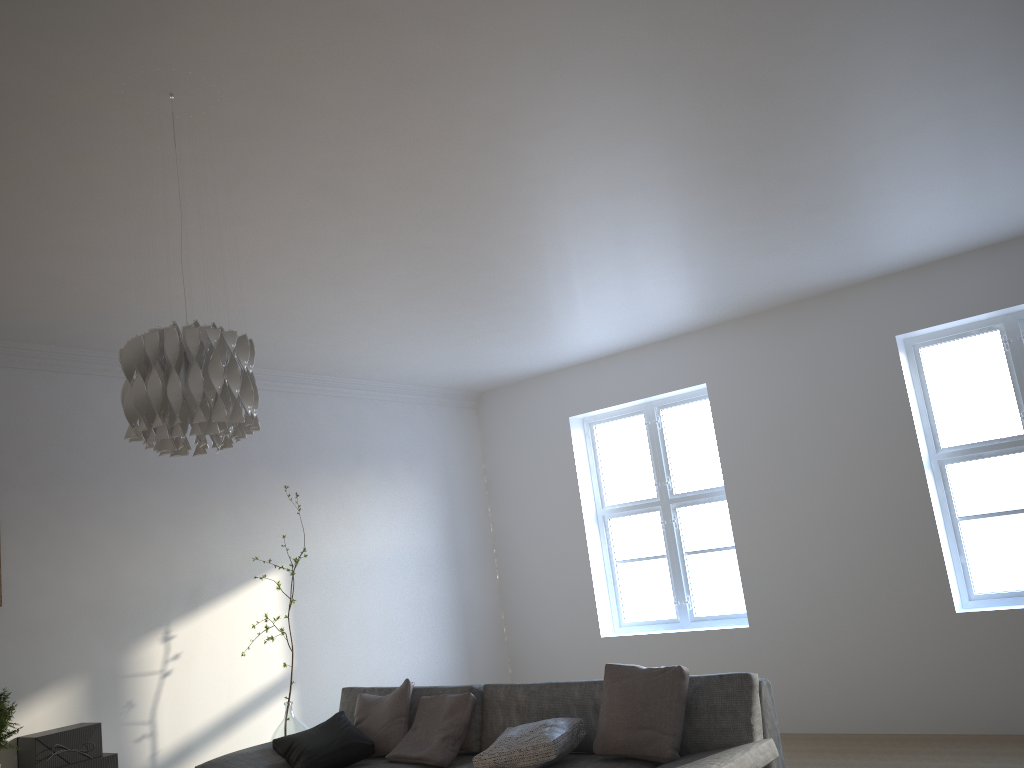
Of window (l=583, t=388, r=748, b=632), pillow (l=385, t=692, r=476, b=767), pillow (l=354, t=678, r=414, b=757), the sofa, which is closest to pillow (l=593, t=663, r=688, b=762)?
the sofa

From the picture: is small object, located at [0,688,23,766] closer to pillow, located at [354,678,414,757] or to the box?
the box

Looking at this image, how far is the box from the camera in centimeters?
418cm

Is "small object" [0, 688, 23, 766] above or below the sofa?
above

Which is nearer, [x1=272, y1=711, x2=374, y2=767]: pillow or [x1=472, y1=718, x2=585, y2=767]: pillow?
[x1=472, y1=718, x2=585, y2=767]: pillow

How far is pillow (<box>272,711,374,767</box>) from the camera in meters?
4.3 m

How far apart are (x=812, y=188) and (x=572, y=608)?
4.00m

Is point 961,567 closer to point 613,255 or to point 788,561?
point 788,561

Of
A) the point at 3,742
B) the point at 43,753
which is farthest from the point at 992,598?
the point at 3,742

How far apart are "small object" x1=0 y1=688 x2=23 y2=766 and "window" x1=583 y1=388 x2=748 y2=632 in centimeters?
418cm
